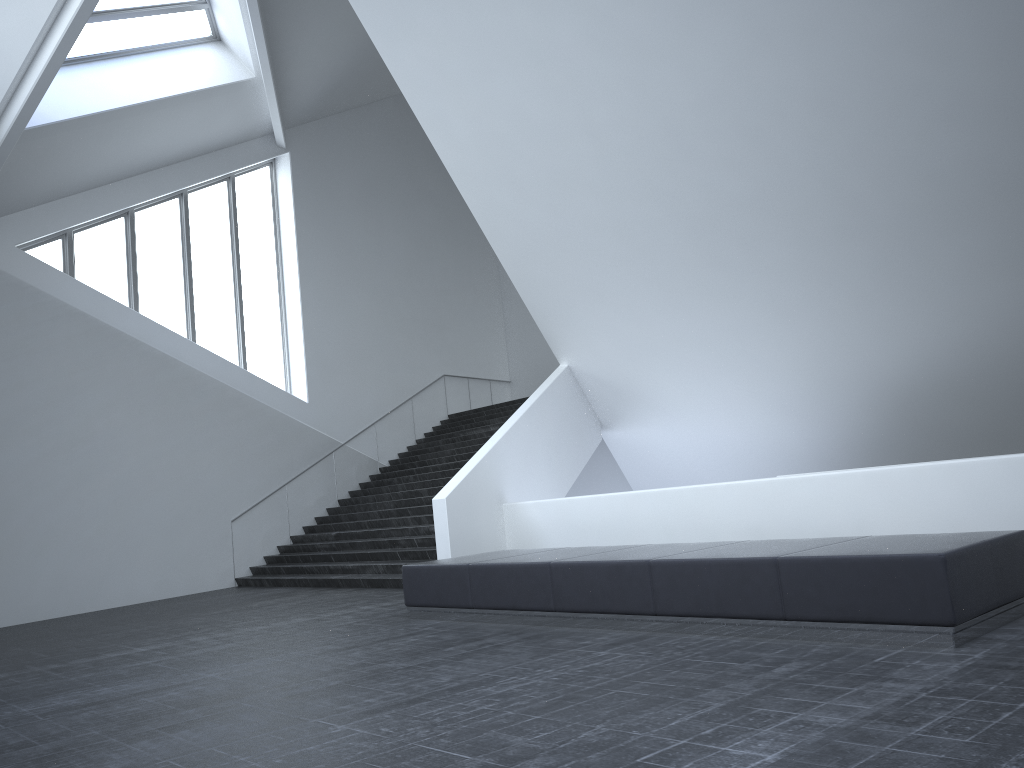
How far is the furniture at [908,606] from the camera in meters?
5.5 m

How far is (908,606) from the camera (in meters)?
5.53

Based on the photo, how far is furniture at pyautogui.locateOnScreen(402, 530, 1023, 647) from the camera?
5.5m

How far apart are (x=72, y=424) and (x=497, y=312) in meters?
14.2
